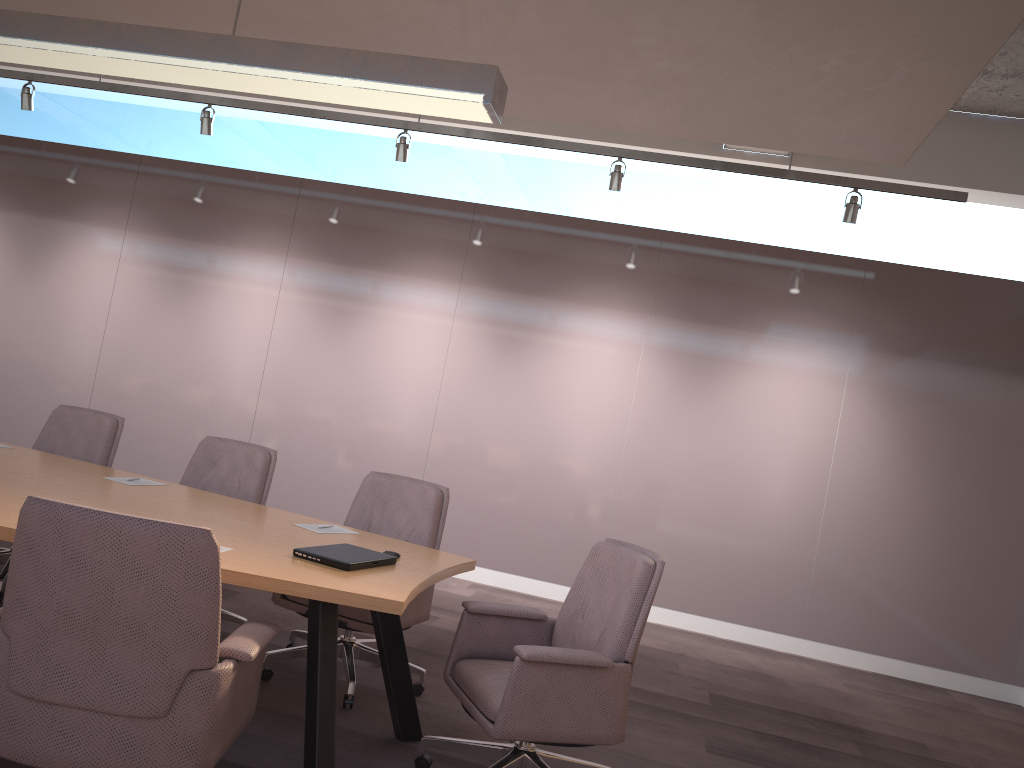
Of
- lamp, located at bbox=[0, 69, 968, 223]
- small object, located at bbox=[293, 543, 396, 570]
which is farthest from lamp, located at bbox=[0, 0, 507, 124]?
lamp, located at bbox=[0, 69, 968, 223]

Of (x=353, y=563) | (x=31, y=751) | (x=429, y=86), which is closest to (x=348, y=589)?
(x=353, y=563)

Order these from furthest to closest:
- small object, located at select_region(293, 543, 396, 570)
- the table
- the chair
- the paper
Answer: the paper, small object, located at select_region(293, 543, 396, 570), the table, the chair

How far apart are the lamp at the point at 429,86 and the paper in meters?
1.7 m

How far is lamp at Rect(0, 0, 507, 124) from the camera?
3.12m

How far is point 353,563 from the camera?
2.9m

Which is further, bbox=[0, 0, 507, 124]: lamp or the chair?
bbox=[0, 0, 507, 124]: lamp

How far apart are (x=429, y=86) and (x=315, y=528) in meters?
1.8 m

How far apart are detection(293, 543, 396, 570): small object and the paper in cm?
44

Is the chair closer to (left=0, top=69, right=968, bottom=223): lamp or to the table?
the table
